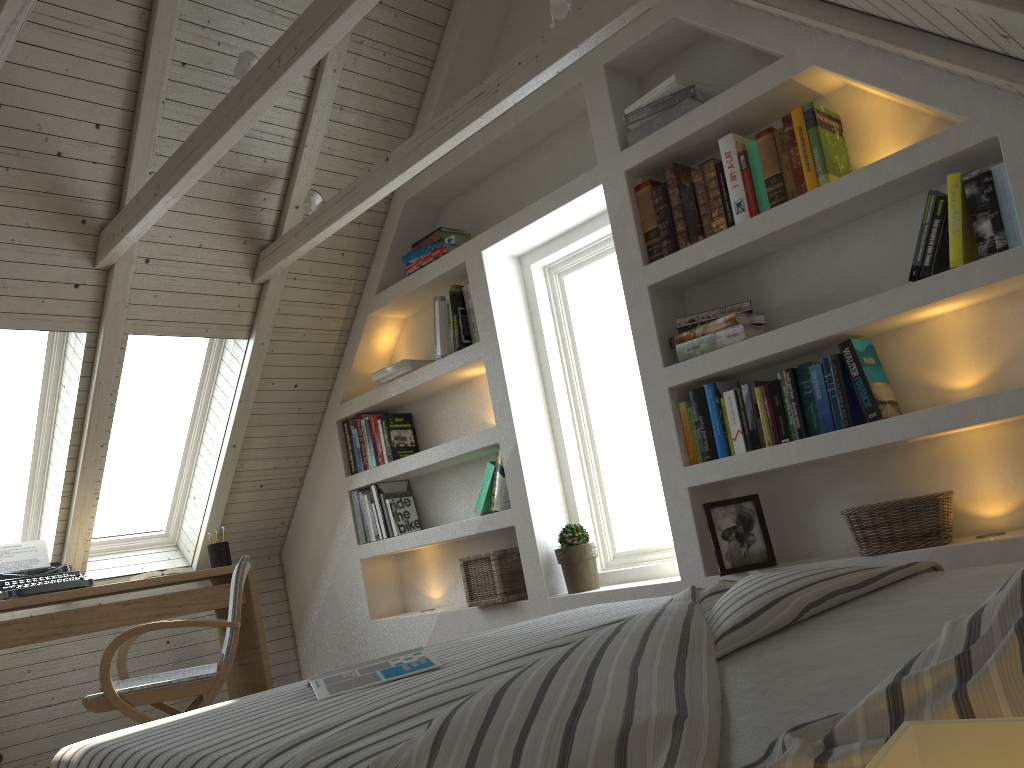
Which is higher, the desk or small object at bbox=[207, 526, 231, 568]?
small object at bbox=[207, 526, 231, 568]

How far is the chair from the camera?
2.6 meters

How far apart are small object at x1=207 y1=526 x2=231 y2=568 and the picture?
2.2m

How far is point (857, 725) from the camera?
0.6m

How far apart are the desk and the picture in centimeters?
208cm

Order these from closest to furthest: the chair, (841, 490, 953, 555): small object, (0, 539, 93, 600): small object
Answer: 1. (841, 490, 953, 555): small object
2. the chair
3. (0, 539, 93, 600): small object

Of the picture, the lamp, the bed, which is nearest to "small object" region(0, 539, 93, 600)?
the bed

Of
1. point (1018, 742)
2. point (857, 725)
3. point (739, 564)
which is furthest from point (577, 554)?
point (1018, 742)

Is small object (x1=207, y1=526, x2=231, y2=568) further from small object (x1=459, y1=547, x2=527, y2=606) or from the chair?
small object (x1=459, y1=547, x2=527, y2=606)

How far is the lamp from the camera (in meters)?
0.38
